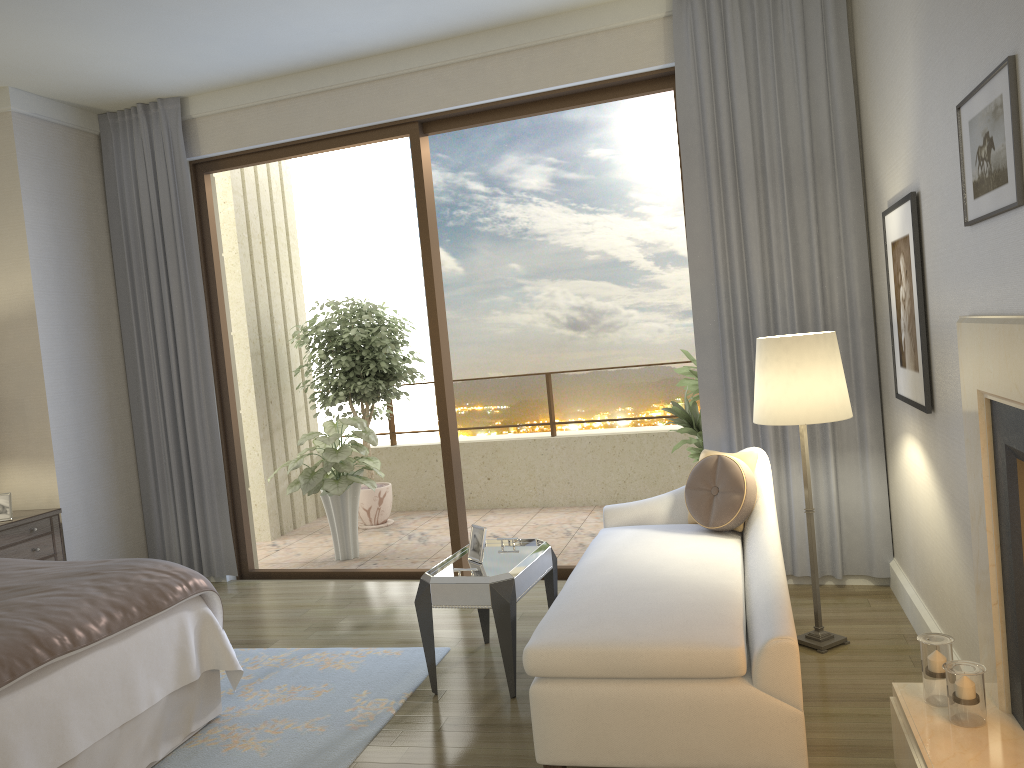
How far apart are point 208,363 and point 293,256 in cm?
256

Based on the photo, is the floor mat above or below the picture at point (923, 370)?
below

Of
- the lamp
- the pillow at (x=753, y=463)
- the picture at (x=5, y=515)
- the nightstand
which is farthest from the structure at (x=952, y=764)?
the picture at (x=5, y=515)

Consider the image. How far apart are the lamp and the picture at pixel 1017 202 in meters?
1.1 m

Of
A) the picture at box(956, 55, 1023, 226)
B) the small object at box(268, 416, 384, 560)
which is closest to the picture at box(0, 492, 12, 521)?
the small object at box(268, 416, 384, 560)

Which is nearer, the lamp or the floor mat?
the floor mat

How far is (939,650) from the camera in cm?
248

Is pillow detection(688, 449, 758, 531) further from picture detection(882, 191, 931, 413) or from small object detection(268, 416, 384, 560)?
small object detection(268, 416, 384, 560)

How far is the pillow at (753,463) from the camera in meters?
3.9

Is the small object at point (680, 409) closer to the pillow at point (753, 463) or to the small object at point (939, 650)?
the pillow at point (753, 463)
